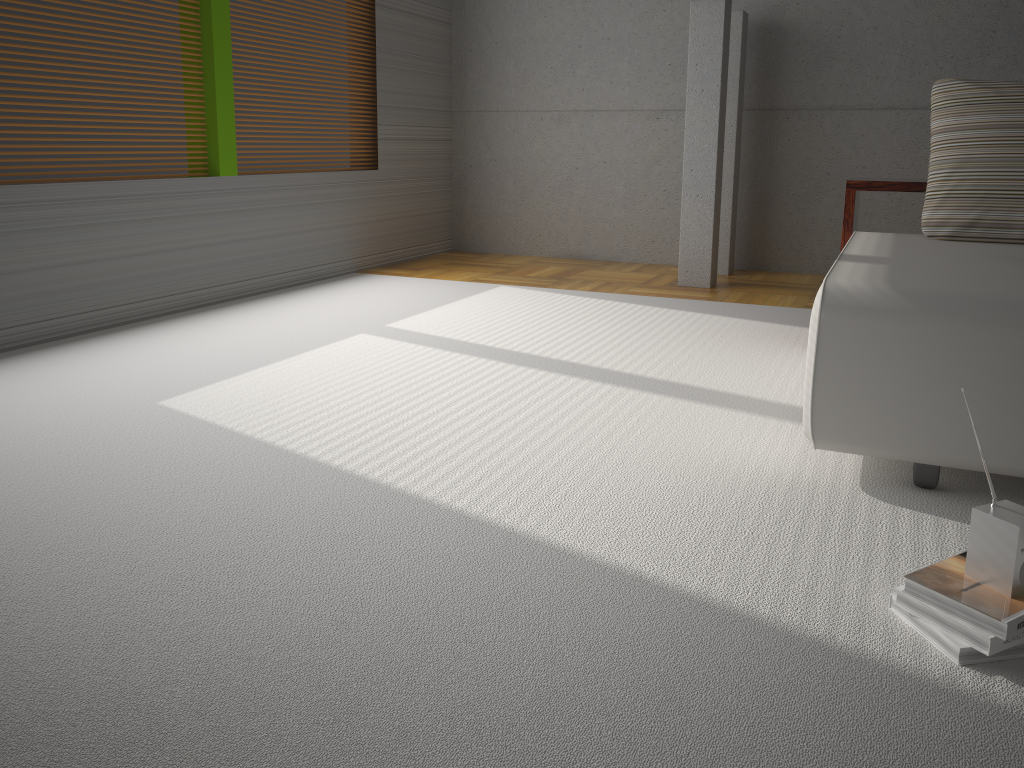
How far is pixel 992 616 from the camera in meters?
1.5

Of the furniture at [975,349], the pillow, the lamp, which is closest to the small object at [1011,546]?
the furniture at [975,349]

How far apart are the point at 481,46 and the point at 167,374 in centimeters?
422cm

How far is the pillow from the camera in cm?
307

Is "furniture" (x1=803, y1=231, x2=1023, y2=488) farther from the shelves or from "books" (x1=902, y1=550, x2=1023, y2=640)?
"books" (x1=902, y1=550, x2=1023, y2=640)

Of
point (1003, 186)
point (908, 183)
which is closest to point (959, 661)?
point (1003, 186)

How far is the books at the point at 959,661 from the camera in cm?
151

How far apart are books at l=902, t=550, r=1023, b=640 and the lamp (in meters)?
3.75

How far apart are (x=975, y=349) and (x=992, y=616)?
0.80m

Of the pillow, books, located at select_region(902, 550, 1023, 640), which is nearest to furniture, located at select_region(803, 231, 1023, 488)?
the pillow
